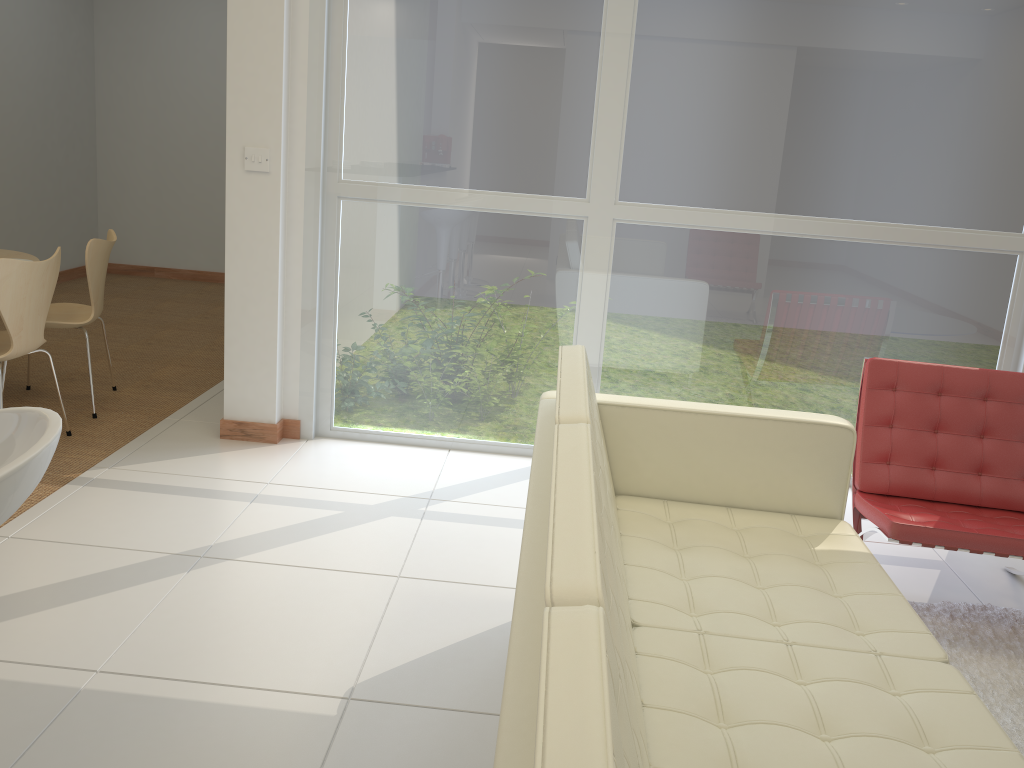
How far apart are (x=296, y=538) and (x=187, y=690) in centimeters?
96cm

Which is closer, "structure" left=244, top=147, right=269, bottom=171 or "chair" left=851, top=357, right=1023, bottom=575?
"chair" left=851, top=357, right=1023, bottom=575

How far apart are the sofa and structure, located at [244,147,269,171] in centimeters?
199cm

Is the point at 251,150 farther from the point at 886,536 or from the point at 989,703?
the point at 989,703

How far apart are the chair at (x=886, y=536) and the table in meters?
4.2

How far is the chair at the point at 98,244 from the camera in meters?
4.3

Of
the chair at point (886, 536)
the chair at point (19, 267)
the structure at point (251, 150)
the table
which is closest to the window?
the structure at point (251, 150)

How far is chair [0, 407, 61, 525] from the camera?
1.3 meters

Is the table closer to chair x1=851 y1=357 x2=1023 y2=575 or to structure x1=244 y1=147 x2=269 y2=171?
structure x1=244 y1=147 x2=269 y2=171

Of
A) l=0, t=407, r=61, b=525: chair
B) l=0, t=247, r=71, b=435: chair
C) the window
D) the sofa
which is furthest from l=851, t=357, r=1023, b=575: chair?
l=0, t=247, r=71, b=435: chair
